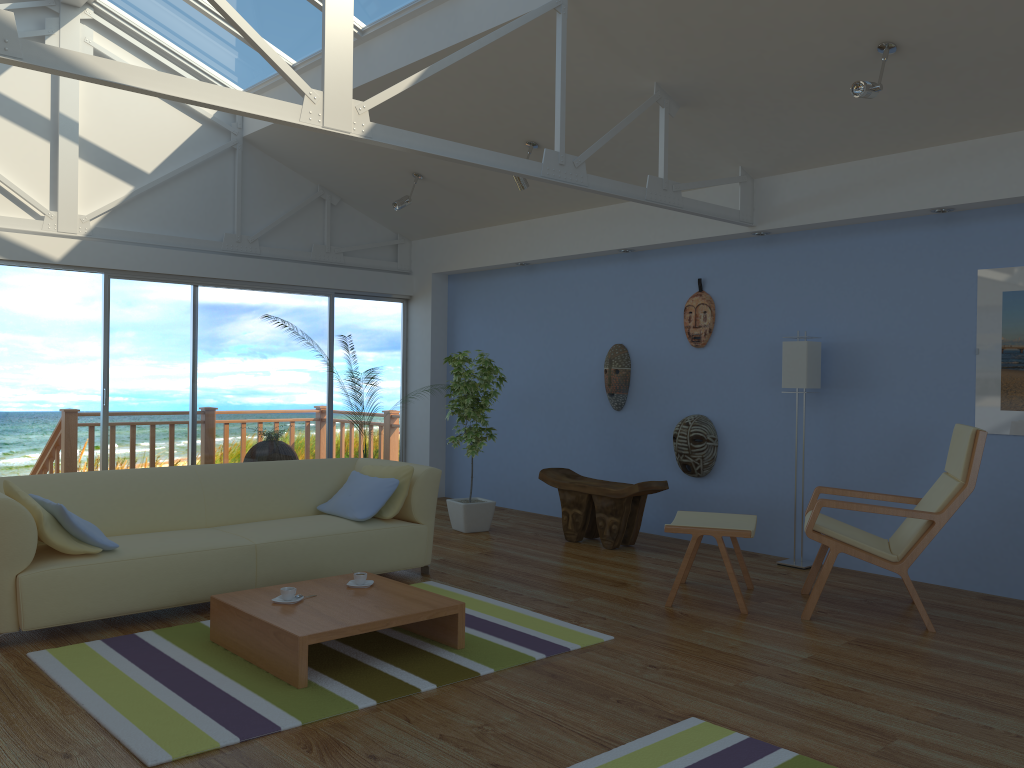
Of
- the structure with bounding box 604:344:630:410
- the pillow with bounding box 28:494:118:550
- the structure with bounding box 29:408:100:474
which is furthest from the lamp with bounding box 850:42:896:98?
the structure with bounding box 29:408:100:474

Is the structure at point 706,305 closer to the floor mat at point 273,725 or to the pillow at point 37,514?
the floor mat at point 273,725

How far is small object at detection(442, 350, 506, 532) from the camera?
6.68m

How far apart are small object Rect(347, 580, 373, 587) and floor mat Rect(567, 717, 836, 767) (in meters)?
1.65

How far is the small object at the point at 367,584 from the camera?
4.1 meters

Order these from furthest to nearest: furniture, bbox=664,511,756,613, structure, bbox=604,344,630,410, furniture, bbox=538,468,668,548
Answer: structure, bbox=604,344,630,410 < furniture, bbox=538,468,668,548 < furniture, bbox=664,511,756,613

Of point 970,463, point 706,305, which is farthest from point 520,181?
point 970,463

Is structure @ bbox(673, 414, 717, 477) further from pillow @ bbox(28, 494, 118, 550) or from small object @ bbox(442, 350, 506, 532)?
pillow @ bbox(28, 494, 118, 550)

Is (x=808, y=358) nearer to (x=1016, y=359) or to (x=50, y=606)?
(x=1016, y=359)

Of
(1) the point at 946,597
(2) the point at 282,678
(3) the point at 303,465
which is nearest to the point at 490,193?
(3) the point at 303,465
